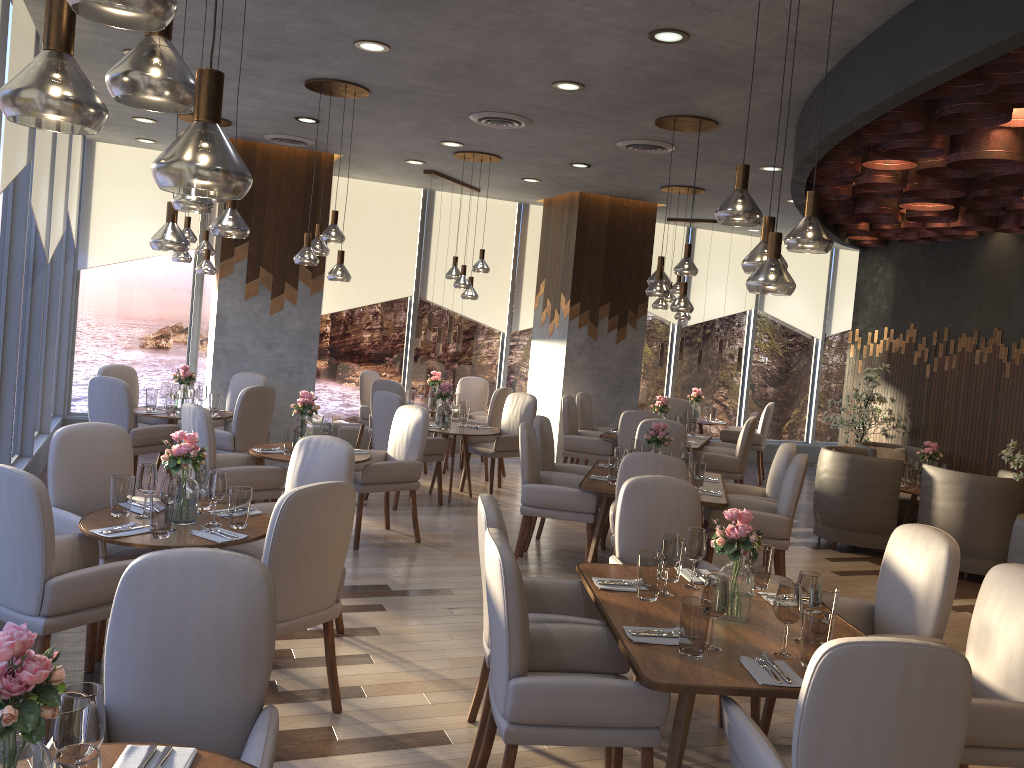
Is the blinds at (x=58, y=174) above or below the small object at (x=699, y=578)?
above

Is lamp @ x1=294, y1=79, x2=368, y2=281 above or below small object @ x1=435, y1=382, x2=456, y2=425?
above

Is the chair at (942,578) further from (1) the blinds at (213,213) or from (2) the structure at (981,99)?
(1) the blinds at (213,213)

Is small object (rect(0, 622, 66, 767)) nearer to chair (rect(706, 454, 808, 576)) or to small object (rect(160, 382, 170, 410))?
chair (rect(706, 454, 808, 576))

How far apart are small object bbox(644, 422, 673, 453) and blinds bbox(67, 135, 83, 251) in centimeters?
595cm

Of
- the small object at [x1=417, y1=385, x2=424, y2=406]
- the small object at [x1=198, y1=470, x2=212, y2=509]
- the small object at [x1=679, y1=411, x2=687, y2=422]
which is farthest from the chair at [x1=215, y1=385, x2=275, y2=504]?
the small object at [x1=679, y1=411, x2=687, y2=422]

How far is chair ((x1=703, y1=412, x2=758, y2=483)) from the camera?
9.4m

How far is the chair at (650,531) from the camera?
4.3m

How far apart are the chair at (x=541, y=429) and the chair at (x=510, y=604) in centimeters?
339cm

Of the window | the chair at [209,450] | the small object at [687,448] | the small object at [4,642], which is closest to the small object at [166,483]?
the chair at [209,450]
